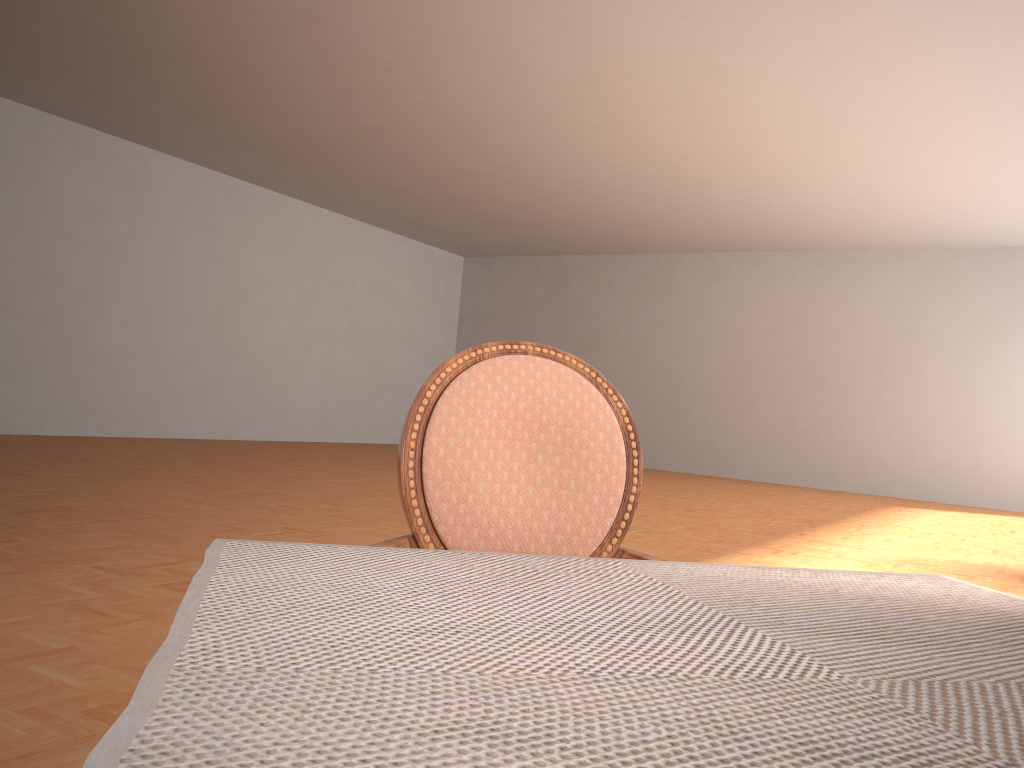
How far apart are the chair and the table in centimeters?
47cm

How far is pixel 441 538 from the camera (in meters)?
1.31

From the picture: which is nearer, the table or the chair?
the table

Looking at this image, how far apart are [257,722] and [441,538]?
0.9 meters

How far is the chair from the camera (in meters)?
1.31

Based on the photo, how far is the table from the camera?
0.4m

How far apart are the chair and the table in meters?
0.5 m

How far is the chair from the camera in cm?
131
